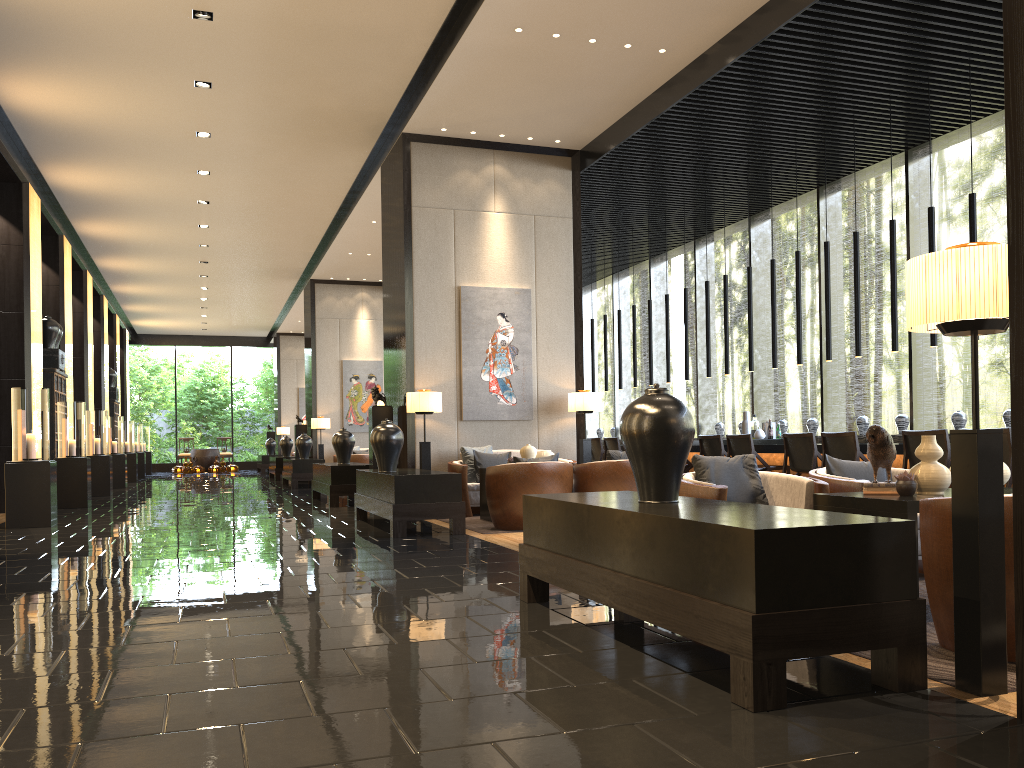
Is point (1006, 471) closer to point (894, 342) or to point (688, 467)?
point (894, 342)

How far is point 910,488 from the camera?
3.7m

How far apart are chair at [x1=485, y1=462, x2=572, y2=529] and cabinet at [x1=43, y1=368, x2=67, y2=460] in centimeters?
781cm

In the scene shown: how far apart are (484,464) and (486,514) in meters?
0.8

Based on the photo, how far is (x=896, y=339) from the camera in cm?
847

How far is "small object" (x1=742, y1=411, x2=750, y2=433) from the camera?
10.8 meters

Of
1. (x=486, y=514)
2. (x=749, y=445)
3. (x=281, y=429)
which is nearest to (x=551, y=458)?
(x=486, y=514)

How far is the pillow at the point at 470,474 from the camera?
9.42m

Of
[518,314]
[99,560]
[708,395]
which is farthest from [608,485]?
[708,395]

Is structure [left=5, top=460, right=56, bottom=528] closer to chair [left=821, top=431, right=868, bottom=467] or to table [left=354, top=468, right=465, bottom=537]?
table [left=354, top=468, right=465, bottom=537]
